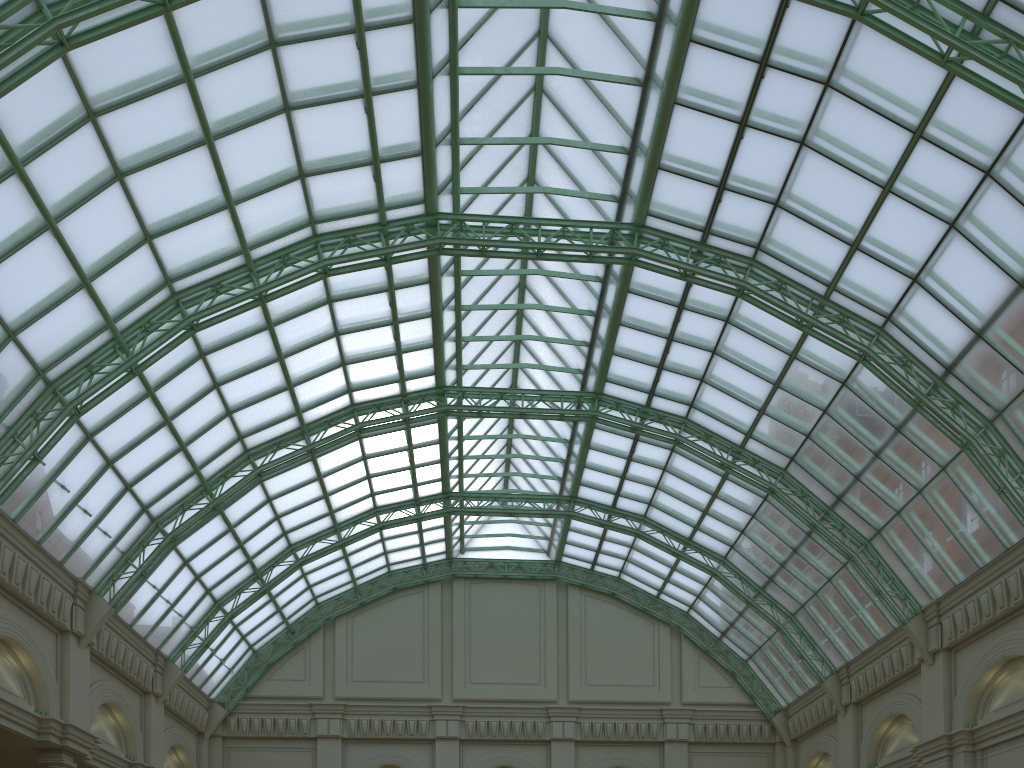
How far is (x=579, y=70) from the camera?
32.07m

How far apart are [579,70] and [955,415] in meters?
20.9
